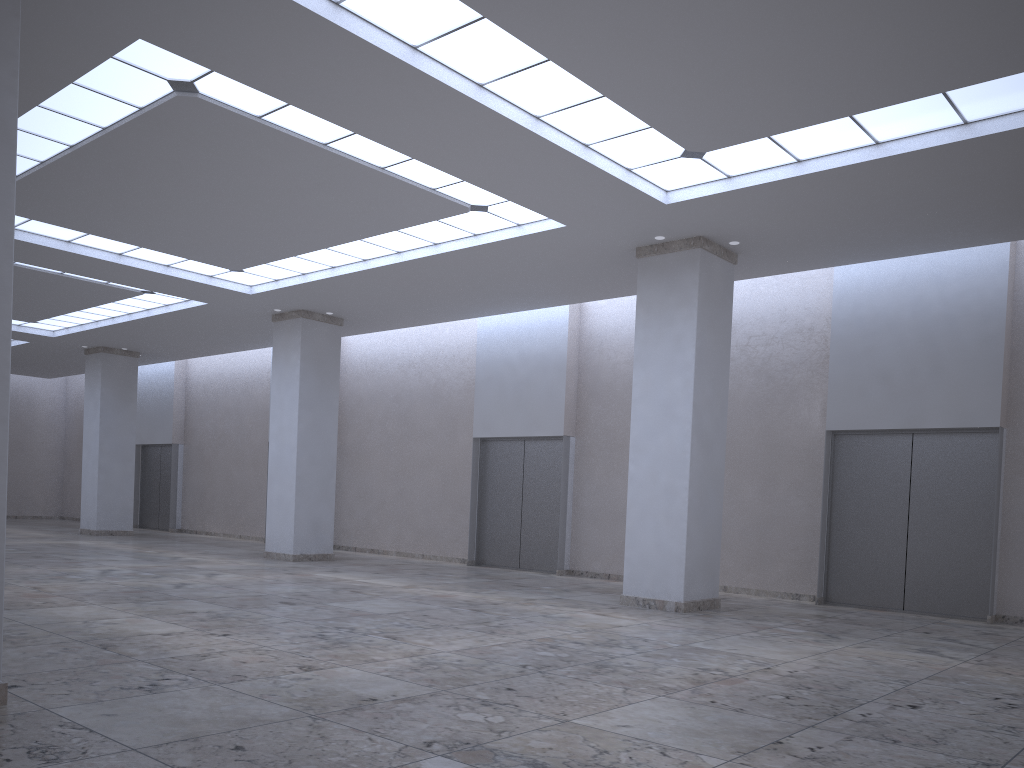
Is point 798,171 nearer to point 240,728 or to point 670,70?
point 670,70
